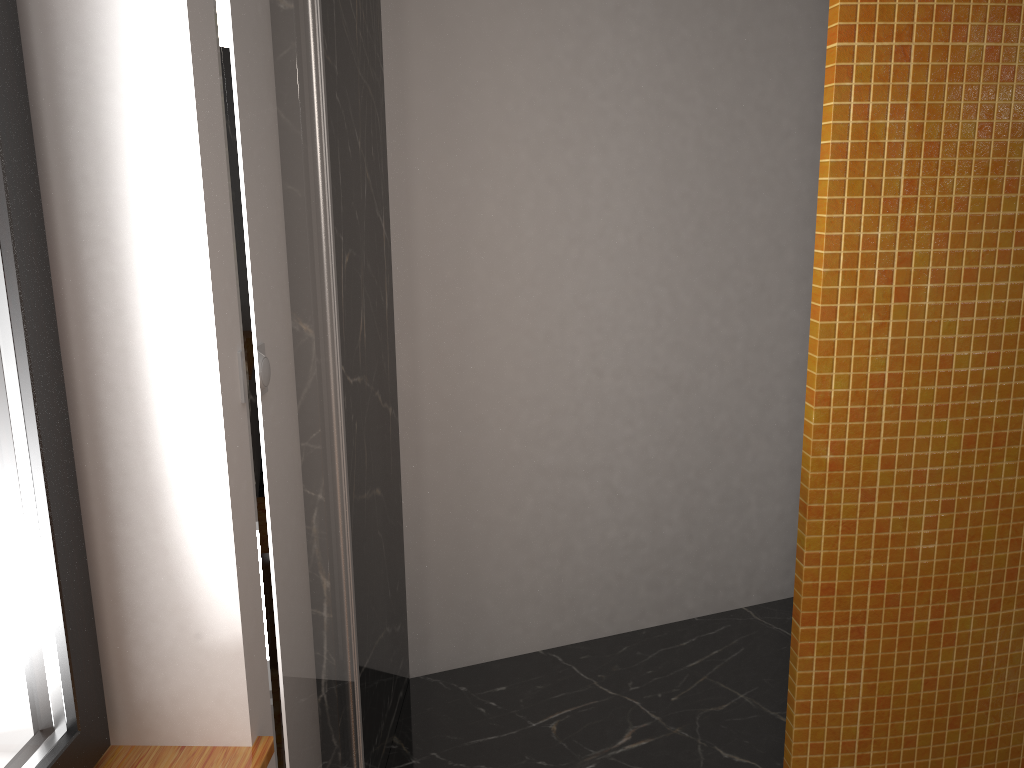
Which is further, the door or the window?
the window

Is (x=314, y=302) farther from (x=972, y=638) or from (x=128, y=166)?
(x=972, y=638)

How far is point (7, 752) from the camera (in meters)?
0.98

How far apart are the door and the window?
0.3 meters

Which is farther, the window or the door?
the window

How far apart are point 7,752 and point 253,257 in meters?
0.7 m

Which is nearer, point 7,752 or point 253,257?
point 253,257

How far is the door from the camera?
0.7 meters

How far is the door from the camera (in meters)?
0.70

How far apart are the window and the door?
0.3m
